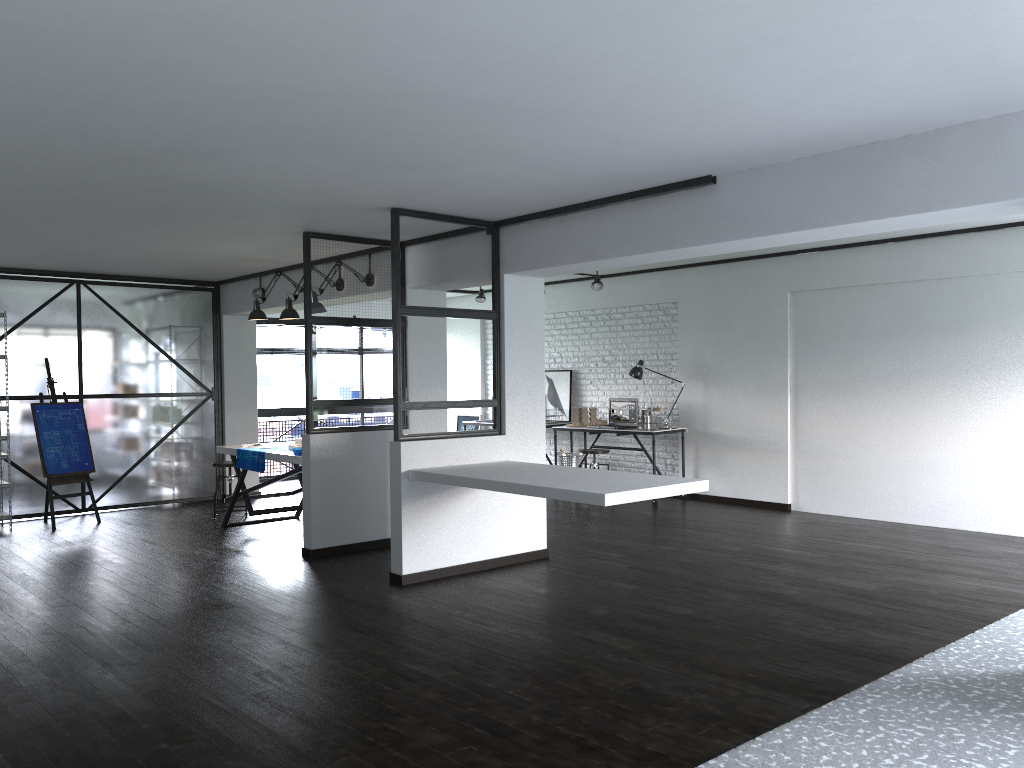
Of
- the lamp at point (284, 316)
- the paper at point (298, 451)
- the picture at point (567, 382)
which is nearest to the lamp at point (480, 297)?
the picture at point (567, 382)

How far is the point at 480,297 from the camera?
10.6m

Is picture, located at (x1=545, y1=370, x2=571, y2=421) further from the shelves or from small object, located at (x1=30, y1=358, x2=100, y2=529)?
the shelves

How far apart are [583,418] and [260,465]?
3.9m

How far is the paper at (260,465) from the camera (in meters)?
6.93

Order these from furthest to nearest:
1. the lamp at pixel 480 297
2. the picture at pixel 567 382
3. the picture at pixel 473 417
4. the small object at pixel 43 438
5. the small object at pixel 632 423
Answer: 1. the picture at pixel 473 417
2. the lamp at pixel 480 297
3. the picture at pixel 567 382
4. the small object at pixel 632 423
5. the small object at pixel 43 438

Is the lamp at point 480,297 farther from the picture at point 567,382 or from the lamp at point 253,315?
the lamp at point 253,315

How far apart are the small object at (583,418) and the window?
3.8m

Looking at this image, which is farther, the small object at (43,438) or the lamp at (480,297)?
the lamp at (480,297)

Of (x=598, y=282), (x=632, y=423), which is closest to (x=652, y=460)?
(x=632, y=423)
